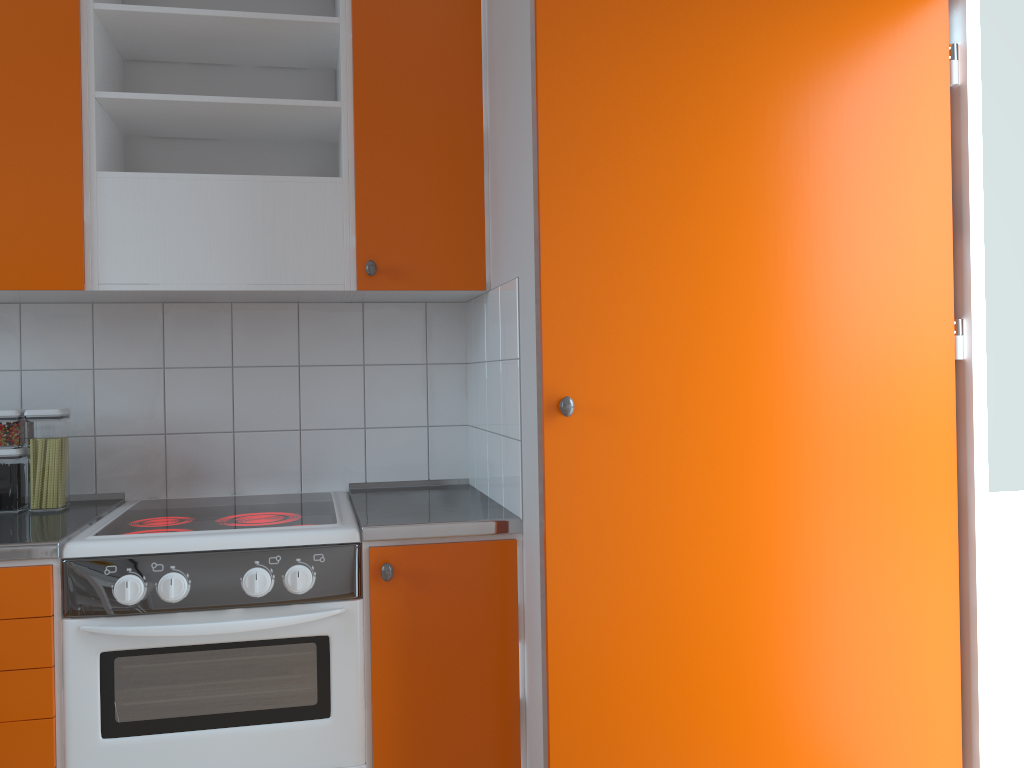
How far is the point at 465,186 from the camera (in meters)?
2.30

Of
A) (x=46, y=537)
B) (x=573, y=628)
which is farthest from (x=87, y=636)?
(x=573, y=628)

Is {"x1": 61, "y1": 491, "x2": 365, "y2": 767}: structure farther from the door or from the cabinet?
the door

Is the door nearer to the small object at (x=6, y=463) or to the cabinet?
the cabinet

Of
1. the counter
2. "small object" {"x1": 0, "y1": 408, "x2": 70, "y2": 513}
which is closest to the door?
the counter

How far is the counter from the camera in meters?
1.9

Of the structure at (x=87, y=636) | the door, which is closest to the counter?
the structure at (x=87, y=636)

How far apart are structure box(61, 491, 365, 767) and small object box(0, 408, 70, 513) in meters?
0.1 m

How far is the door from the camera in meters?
1.8 m

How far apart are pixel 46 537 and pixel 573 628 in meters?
1.1
